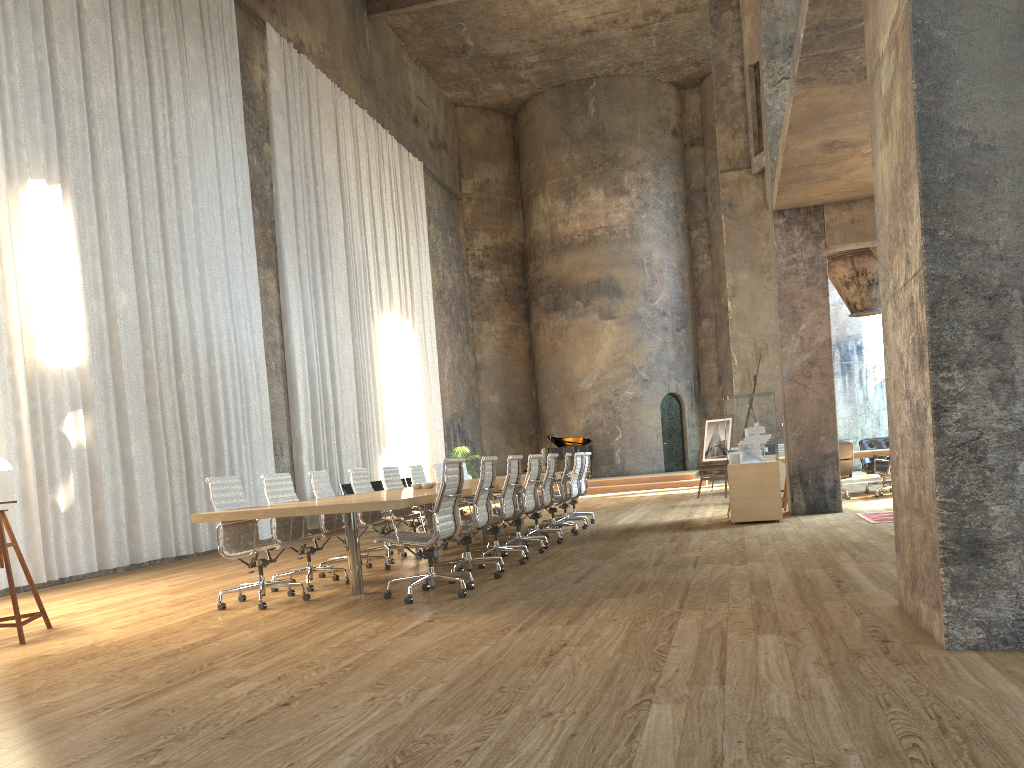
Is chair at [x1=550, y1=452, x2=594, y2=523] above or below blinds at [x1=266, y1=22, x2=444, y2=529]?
below

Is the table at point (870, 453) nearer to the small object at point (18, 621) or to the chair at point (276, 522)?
the chair at point (276, 522)

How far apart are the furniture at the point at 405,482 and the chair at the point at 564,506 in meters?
6.3 m

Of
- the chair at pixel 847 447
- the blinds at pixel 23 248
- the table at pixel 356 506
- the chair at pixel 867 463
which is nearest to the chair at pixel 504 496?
the table at pixel 356 506

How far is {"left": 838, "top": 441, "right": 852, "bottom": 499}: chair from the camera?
13.0m

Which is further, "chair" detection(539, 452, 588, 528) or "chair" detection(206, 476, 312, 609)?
"chair" detection(539, 452, 588, 528)

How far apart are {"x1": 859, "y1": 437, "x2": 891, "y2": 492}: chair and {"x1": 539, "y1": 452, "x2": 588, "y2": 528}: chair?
5.5 meters

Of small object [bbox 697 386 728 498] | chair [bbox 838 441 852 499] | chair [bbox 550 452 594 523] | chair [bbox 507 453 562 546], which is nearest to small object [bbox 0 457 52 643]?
chair [bbox 507 453 562 546]

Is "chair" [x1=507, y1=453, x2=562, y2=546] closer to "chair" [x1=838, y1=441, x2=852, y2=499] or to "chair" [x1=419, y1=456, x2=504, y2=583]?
"chair" [x1=419, y1=456, x2=504, y2=583]

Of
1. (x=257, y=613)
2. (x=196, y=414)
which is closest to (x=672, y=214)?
(x=196, y=414)
